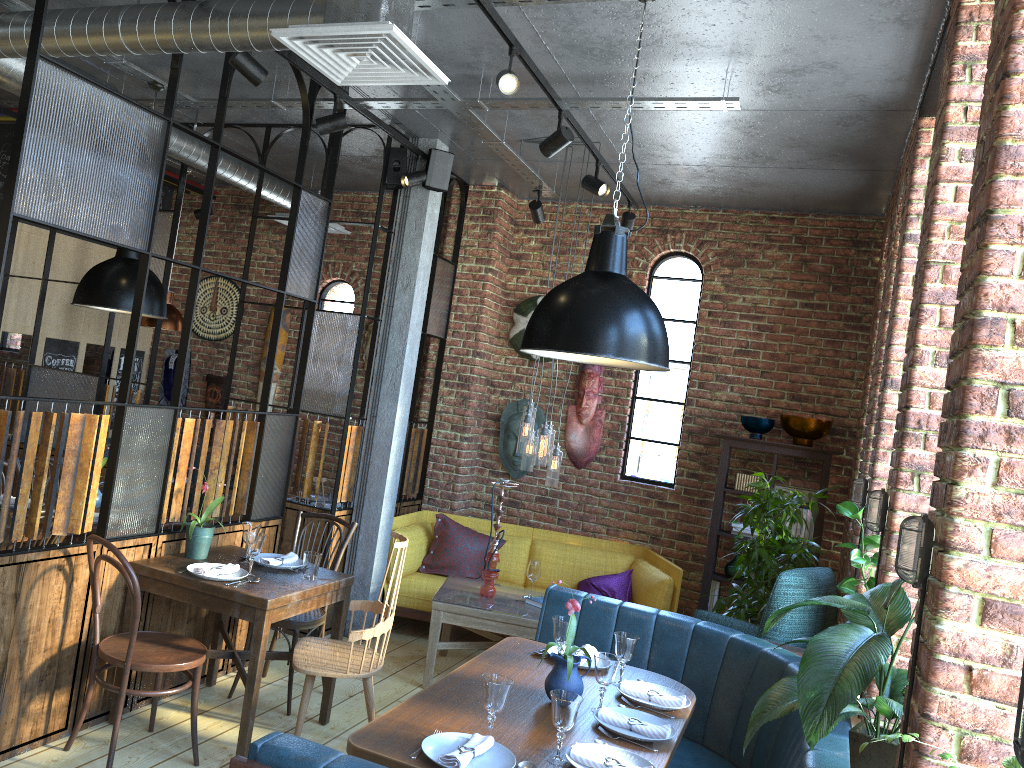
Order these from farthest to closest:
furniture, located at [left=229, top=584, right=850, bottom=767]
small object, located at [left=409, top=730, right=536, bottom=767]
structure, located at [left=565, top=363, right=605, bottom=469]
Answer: structure, located at [left=565, top=363, right=605, bottom=469] < small object, located at [left=409, top=730, right=536, bottom=767] < furniture, located at [left=229, top=584, right=850, bottom=767]

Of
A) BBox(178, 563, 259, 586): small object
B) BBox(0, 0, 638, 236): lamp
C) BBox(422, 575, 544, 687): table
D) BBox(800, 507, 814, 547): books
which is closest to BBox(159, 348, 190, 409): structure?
BBox(0, 0, 638, 236): lamp

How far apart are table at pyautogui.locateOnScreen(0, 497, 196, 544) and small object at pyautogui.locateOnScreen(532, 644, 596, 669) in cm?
263

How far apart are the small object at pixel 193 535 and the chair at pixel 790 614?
2.6m

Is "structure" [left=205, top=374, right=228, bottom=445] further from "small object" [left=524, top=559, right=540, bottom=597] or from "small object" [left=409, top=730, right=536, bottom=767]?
"small object" [left=409, top=730, right=536, bottom=767]

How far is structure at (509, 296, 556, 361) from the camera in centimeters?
694cm

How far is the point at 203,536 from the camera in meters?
4.1 m

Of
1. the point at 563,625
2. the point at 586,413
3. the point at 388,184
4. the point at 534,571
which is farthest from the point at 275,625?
the point at 586,413

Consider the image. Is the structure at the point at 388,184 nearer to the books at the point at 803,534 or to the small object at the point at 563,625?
the small object at the point at 563,625

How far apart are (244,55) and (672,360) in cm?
401
